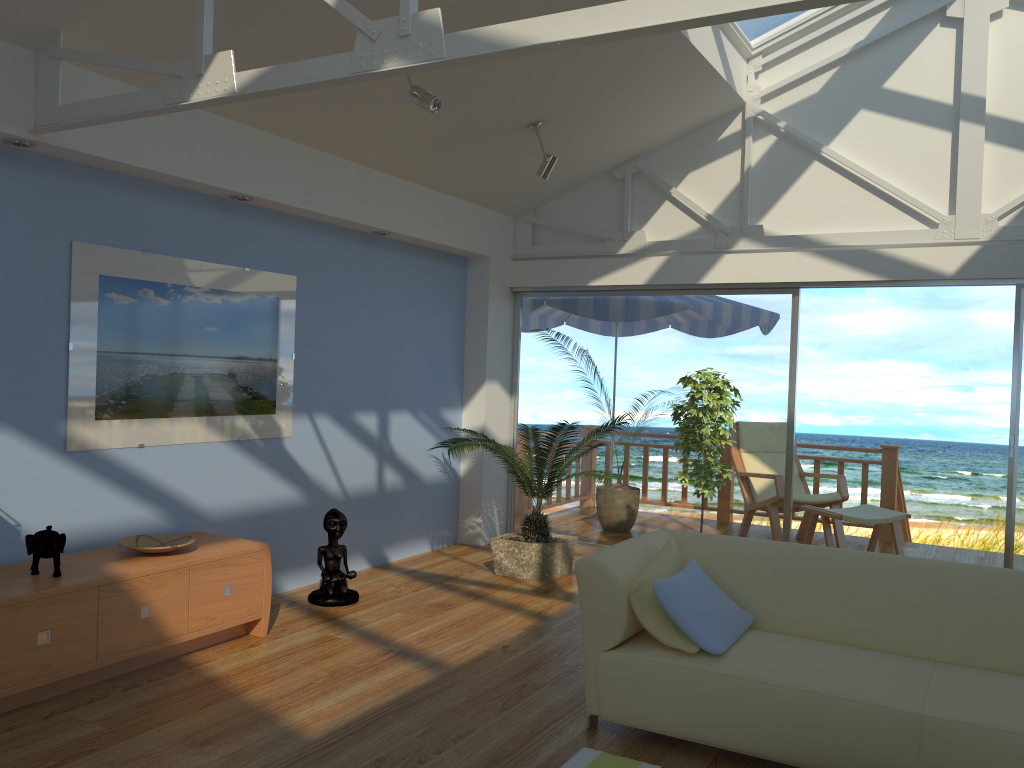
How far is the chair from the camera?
6.9m

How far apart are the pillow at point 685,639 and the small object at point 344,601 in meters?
2.1

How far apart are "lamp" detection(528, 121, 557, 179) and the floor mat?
3.5m

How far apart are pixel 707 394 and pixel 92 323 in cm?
343

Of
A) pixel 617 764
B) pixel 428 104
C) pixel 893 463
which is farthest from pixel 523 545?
pixel 893 463

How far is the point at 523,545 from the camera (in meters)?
5.69

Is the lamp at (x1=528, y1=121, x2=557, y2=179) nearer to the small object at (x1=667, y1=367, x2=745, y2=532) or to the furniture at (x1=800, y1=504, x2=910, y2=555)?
the small object at (x1=667, y1=367, x2=745, y2=532)

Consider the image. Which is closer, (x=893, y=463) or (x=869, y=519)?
(x=869, y=519)

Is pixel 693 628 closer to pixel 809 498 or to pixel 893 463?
pixel 809 498

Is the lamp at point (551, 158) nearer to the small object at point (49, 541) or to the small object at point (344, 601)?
the small object at point (344, 601)
